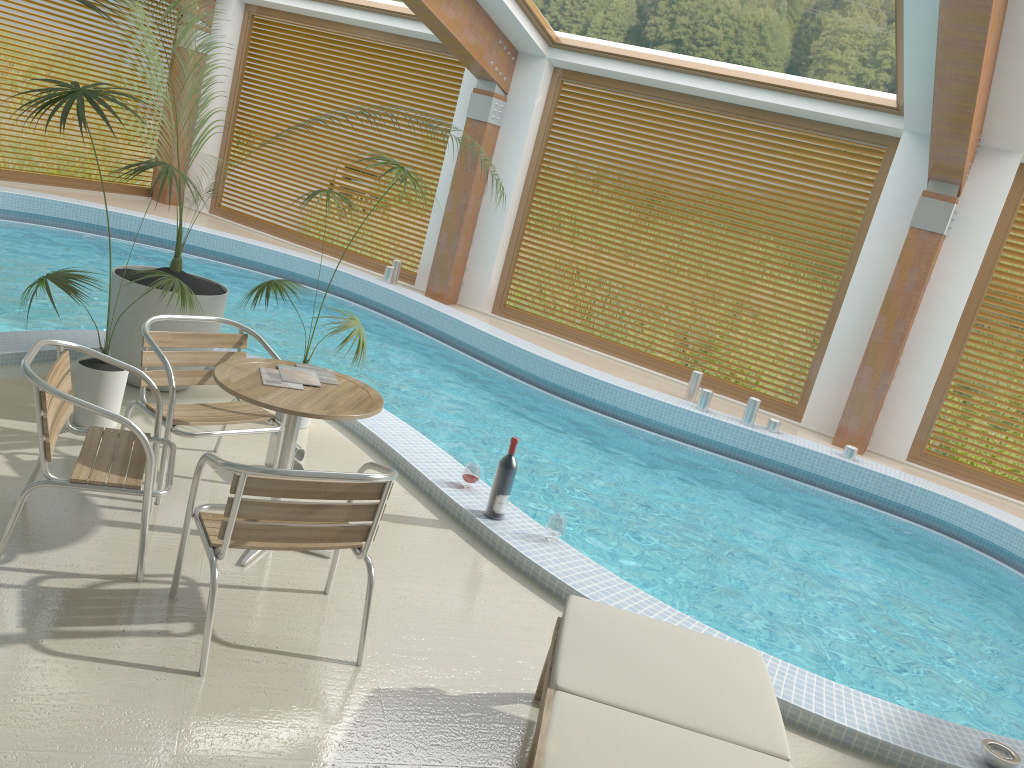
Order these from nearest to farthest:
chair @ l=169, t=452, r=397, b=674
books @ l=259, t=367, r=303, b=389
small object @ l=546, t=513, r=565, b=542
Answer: chair @ l=169, t=452, r=397, b=674 → books @ l=259, t=367, r=303, b=389 → small object @ l=546, t=513, r=565, b=542

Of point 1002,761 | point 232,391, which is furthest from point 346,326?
point 1002,761

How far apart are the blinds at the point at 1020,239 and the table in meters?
7.3 m

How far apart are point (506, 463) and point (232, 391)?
1.5m

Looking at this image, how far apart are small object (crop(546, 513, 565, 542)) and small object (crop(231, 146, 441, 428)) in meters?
1.5 m

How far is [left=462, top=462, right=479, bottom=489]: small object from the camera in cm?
481

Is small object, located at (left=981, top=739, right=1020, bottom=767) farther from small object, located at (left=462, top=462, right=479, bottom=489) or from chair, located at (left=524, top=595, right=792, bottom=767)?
small object, located at (left=462, top=462, right=479, bottom=489)

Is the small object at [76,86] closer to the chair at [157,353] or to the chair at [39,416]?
the chair at [157,353]

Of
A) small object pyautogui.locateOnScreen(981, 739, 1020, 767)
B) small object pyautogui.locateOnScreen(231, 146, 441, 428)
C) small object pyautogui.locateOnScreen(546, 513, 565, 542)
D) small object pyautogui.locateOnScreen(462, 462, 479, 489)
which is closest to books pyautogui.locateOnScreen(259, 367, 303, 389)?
small object pyautogui.locateOnScreen(231, 146, 441, 428)

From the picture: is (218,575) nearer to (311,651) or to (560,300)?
(311,651)
